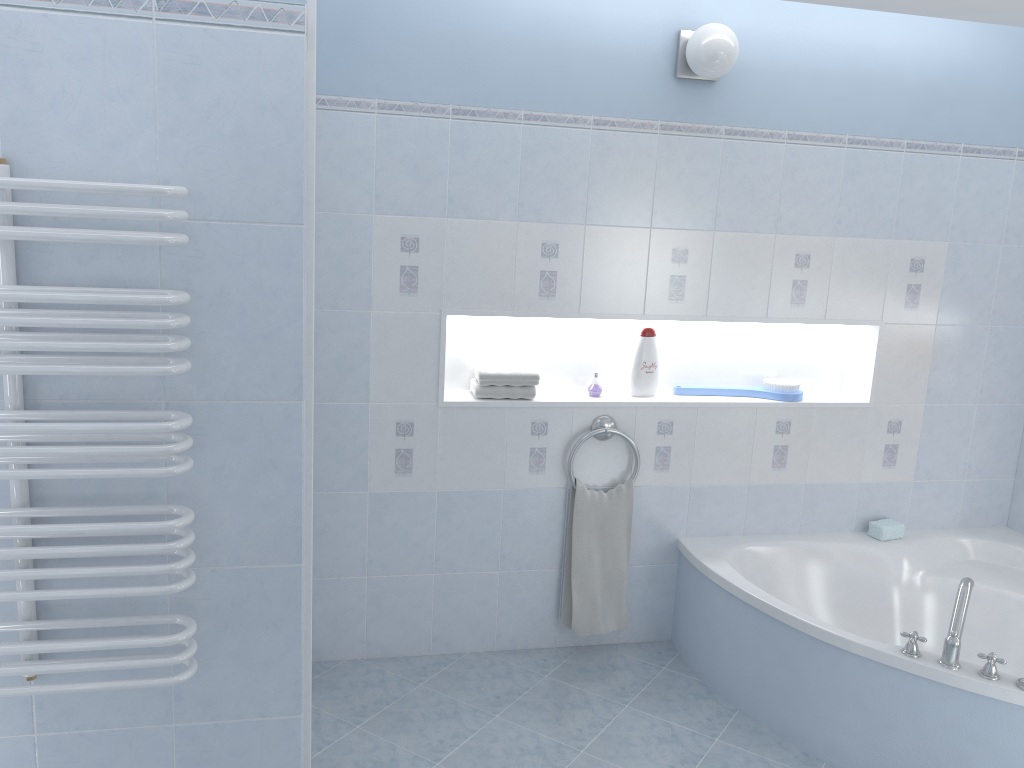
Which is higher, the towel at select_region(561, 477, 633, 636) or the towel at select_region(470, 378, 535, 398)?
the towel at select_region(470, 378, 535, 398)

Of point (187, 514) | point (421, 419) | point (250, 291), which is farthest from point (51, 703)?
point (421, 419)

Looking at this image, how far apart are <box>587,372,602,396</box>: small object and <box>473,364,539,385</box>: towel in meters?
0.3

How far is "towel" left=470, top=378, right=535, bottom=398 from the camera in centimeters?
329cm

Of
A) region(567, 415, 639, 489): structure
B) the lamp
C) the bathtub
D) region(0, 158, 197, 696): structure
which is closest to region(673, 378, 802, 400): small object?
region(567, 415, 639, 489): structure

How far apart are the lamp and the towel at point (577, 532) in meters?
1.5 m

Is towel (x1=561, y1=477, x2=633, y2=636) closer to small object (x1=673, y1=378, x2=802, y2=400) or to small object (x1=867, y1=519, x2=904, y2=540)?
small object (x1=673, y1=378, x2=802, y2=400)

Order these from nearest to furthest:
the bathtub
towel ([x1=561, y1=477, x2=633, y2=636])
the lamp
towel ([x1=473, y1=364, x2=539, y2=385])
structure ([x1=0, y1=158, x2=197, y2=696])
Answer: structure ([x1=0, y1=158, x2=197, y2=696])
the bathtub
the lamp
towel ([x1=473, y1=364, x2=539, y2=385])
towel ([x1=561, y1=477, x2=633, y2=636])

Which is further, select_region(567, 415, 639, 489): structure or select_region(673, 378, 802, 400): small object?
select_region(673, 378, 802, 400): small object

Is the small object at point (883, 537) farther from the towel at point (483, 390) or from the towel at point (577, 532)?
the towel at point (483, 390)
